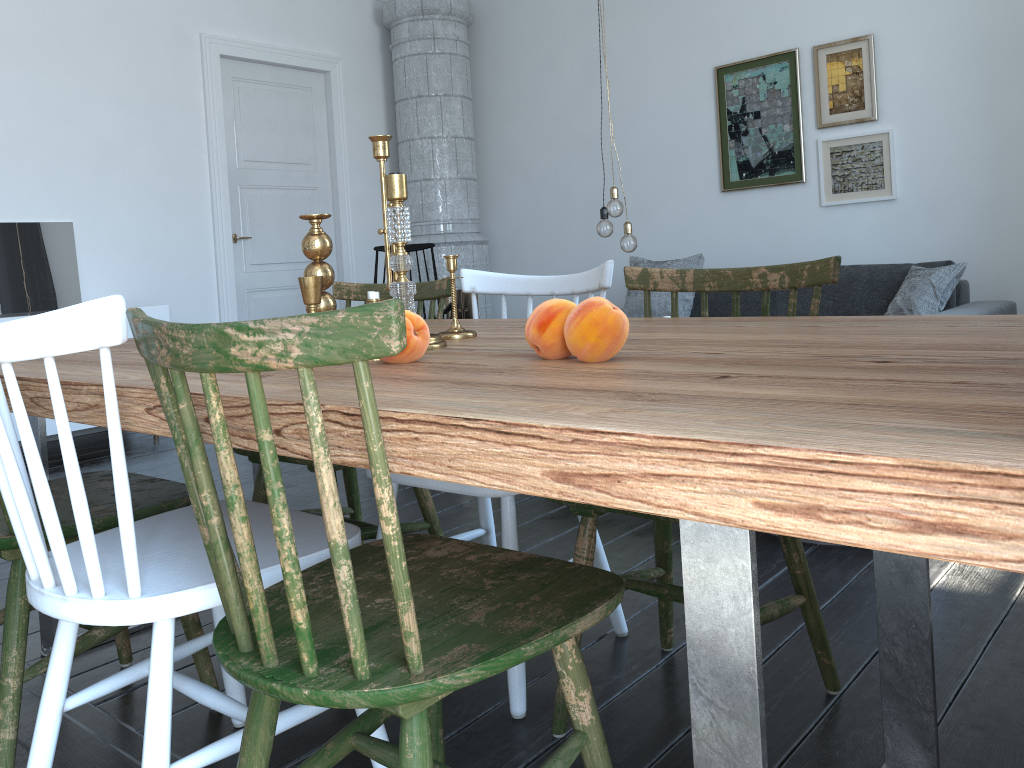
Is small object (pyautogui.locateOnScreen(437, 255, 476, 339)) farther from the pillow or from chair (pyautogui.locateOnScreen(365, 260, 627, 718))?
the pillow

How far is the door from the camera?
5.76m

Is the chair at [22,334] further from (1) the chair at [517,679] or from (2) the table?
(1) the chair at [517,679]

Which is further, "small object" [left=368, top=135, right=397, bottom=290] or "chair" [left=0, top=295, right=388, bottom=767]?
"small object" [left=368, top=135, right=397, bottom=290]

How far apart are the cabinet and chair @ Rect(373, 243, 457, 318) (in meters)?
1.51

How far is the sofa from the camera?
4.48m

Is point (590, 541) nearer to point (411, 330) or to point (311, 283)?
point (411, 330)

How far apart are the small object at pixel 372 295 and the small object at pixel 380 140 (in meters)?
0.41

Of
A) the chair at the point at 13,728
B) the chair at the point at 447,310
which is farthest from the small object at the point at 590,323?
the chair at the point at 447,310

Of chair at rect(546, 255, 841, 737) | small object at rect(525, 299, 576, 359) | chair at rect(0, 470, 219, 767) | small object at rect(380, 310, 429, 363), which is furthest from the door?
small object at rect(525, 299, 576, 359)
